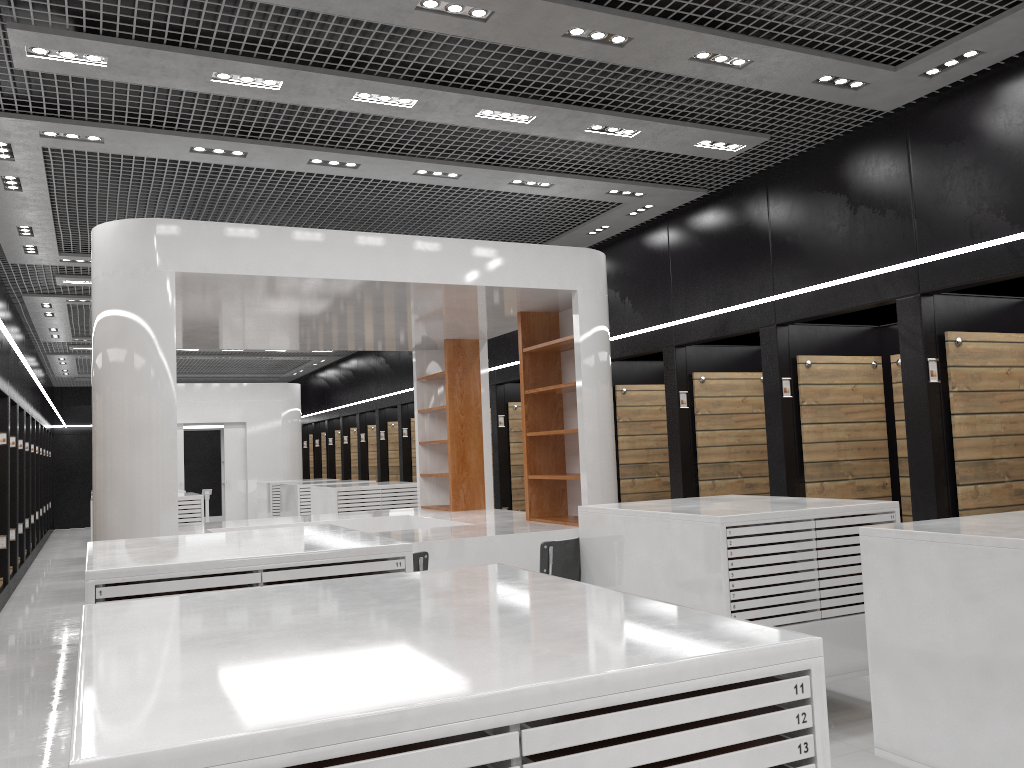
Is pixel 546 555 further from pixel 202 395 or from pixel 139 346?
pixel 202 395

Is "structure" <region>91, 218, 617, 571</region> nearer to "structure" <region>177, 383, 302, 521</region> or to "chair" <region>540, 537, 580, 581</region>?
"chair" <region>540, 537, 580, 581</region>

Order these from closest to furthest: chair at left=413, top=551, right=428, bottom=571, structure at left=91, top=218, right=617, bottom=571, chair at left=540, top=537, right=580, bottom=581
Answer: chair at left=413, top=551, right=428, bottom=571
chair at left=540, top=537, right=580, bottom=581
structure at left=91, top=218, right=617, bottom=571

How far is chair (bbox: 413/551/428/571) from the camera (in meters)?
5.53

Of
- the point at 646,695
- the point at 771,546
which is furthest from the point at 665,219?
the point at 646,695

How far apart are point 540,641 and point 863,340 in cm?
694

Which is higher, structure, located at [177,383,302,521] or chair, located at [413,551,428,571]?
structure, located at [177,383,302,521]

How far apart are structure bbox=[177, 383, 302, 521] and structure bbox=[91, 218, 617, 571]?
8.99m

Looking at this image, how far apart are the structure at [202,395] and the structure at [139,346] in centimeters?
899cm

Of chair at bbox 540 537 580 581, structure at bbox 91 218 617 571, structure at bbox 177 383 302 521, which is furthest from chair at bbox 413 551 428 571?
structure at bbox 177 383 302 521
